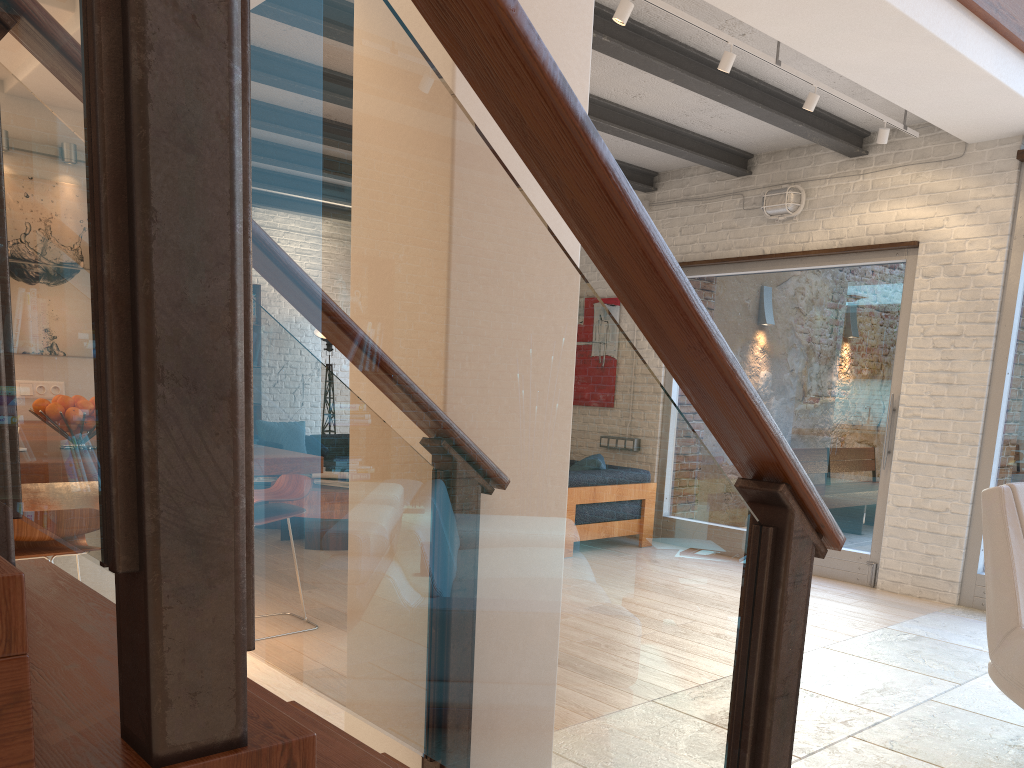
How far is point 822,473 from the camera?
6.4m

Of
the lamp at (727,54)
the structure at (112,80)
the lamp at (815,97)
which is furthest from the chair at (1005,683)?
the lamp at (815,97)

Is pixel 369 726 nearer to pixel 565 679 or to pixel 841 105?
pixel 565 679

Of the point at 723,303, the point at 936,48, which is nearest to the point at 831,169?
the point at 723,303

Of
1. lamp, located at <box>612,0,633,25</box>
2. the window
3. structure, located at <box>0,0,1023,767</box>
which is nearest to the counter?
structure, located at <box>0,0,1023,767</box>

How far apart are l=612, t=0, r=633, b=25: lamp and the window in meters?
3.1 m

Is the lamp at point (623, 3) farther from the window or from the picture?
the picture

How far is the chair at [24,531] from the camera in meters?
3.0 m

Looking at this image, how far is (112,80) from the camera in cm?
72

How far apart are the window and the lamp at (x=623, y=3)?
3.1 meters
